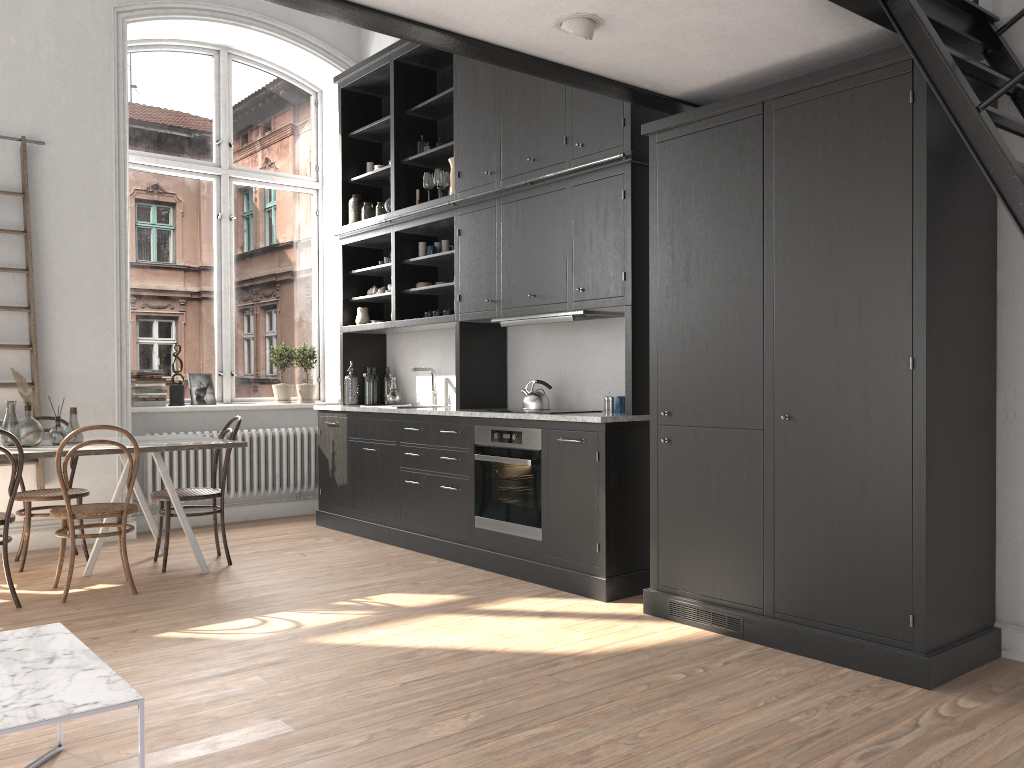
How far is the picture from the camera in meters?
7.1

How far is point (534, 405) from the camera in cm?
545

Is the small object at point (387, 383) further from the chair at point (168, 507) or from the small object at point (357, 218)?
the chair at point (168, 507)

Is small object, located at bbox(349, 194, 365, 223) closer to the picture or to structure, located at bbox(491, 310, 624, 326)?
the picture

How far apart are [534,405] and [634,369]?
1.0 meters

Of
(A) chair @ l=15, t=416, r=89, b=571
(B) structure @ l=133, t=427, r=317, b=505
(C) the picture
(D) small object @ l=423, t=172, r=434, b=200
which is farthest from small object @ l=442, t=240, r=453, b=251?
(A) chair @ l=15, t=416, r=89, b=571

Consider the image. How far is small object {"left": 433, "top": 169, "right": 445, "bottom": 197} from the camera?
6.11m

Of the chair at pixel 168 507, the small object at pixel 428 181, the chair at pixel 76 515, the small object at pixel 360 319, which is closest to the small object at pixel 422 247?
the small object at pixel 428 181

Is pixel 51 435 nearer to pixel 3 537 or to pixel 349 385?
pixel 3 537

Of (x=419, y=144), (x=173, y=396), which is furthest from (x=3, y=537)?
(x=419, y=144)
